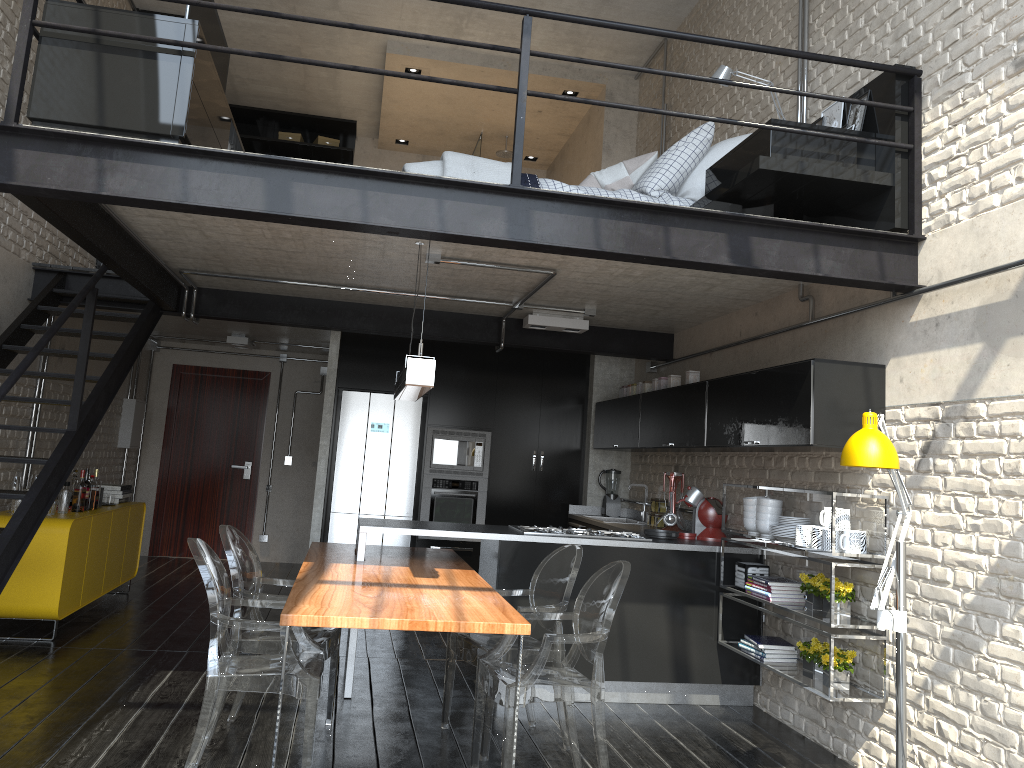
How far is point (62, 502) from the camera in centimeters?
620cm

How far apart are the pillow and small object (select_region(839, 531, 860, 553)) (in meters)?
2.12

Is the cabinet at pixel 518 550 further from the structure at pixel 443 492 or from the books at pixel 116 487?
the books at pixel 116 487

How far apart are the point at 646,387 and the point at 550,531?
1.9 meters

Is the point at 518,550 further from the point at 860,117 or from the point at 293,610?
the point at 860,117

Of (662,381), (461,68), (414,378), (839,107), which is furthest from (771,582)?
(461,68)

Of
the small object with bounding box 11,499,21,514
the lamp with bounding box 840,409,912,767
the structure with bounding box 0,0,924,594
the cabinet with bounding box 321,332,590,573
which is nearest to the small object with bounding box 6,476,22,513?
the small object with bounding box 11,499,21,514

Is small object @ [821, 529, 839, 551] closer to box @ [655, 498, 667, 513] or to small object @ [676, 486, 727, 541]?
small object @ [676, 486, 727, 541]

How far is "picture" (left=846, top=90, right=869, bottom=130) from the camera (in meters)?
4.43

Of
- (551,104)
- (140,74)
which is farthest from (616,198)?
(551,104)
